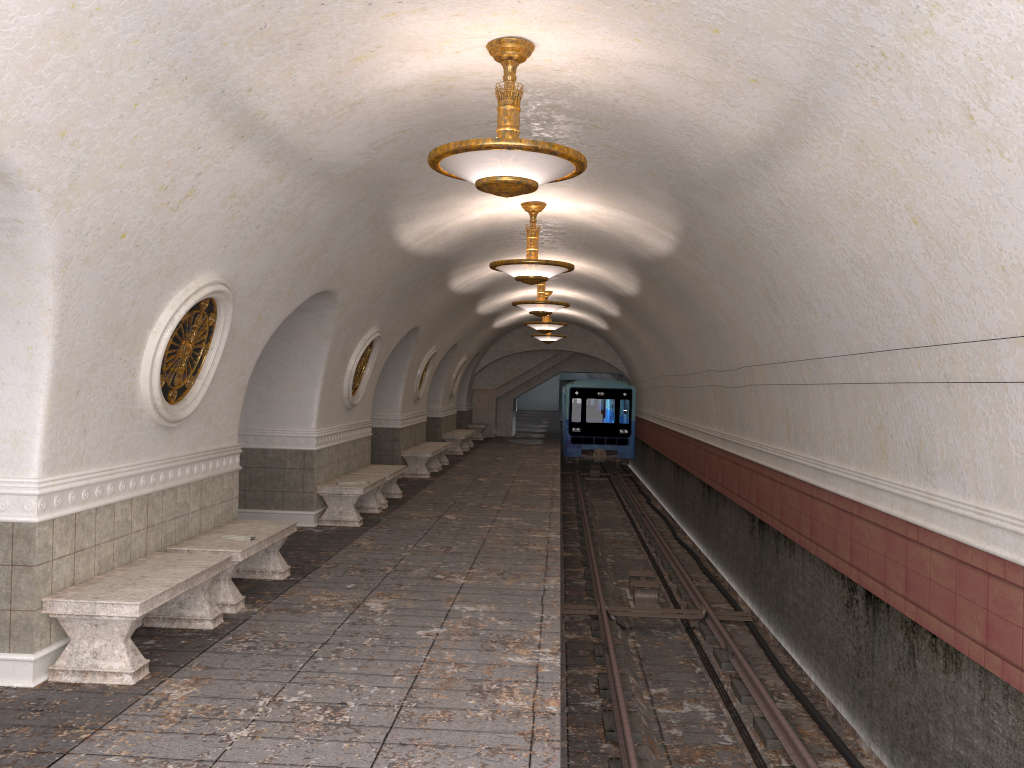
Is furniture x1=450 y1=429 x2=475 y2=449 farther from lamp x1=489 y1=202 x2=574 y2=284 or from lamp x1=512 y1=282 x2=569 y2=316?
lamp x1=489 y1=202 x2=574 y2=284

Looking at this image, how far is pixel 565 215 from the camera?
11.1 meters

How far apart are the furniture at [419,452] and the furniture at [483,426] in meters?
10.9

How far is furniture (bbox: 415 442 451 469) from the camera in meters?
19.3

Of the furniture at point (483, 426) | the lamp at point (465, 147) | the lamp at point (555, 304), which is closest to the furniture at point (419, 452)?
the lamp at point (555, 304)

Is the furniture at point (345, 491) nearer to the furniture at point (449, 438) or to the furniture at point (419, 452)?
the furniture at point (419, 452)

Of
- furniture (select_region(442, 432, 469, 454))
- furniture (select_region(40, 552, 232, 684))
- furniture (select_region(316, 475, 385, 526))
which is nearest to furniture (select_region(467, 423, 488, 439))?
furniture (select_region(442, 432, 469, 454))

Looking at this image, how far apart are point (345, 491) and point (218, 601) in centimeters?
432cm

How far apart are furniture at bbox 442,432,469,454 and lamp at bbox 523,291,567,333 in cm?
465

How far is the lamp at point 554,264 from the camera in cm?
1004
